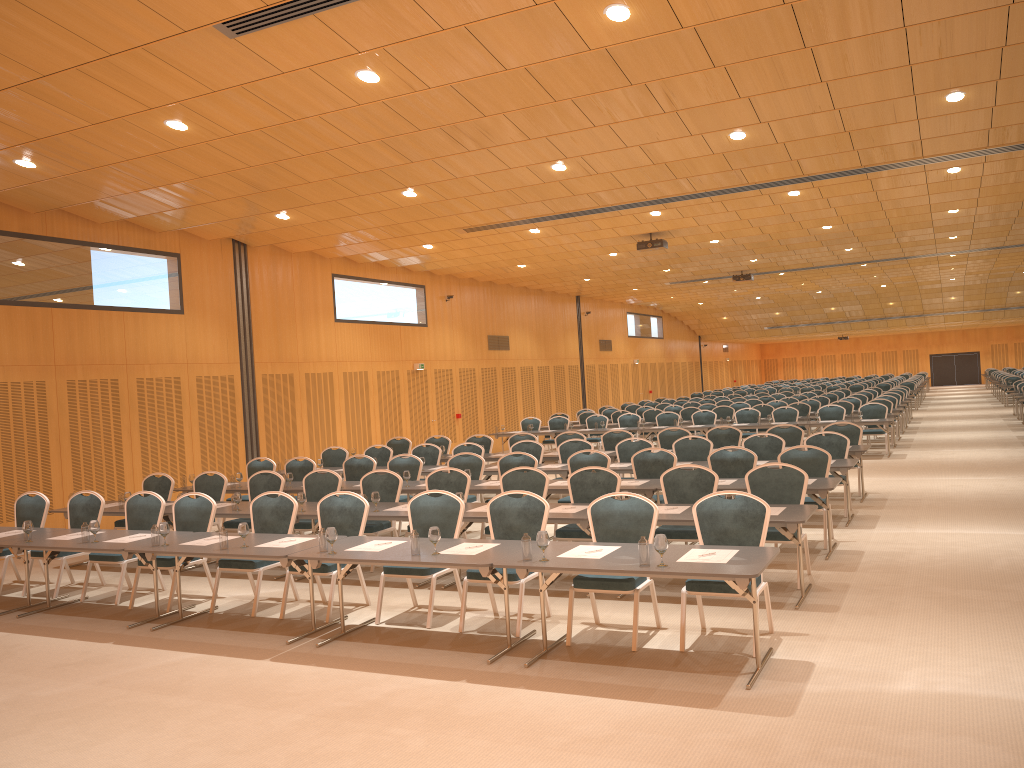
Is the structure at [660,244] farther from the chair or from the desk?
the desk

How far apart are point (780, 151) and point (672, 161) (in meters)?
1.56

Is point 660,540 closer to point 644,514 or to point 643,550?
point 643,550

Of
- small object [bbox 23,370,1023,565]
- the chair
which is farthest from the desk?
the chair

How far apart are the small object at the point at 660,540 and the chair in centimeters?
70cm

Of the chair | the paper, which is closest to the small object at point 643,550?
the paper

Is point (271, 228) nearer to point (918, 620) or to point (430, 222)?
point (430, 222)

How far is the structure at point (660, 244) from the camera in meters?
19.0 m

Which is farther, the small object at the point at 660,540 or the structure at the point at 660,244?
the structure at the point at 660,244

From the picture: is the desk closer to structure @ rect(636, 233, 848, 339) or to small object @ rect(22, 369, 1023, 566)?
small object @ rect(22, 369, 1023, 566)
